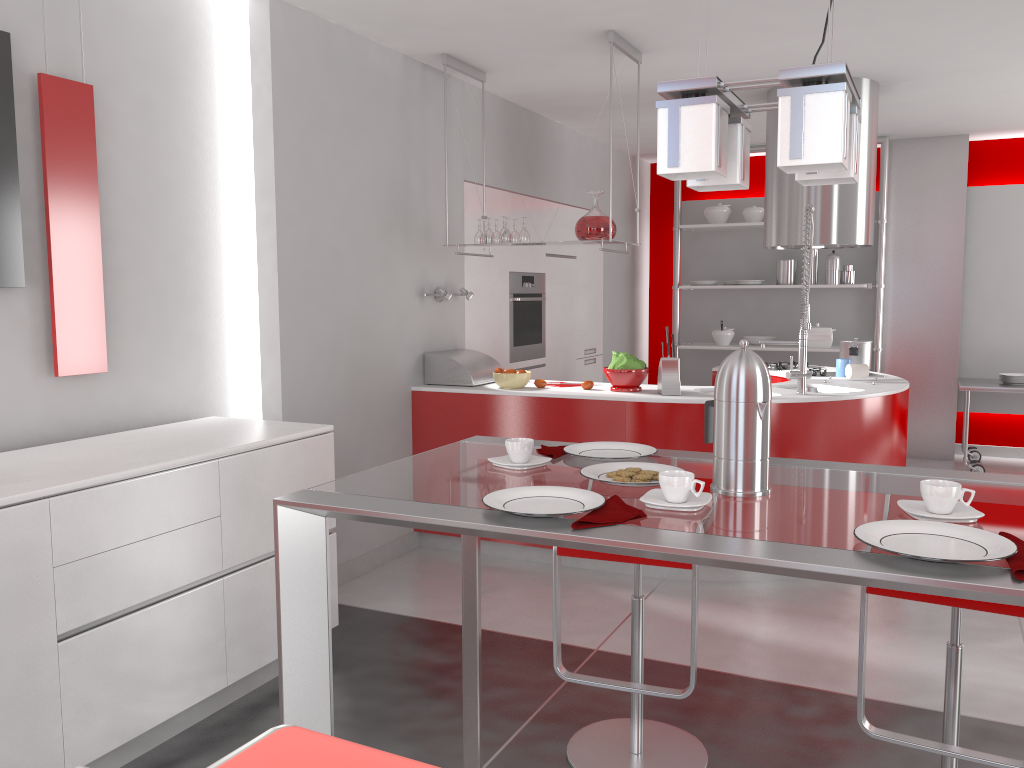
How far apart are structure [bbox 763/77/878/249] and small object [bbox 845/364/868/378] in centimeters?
81cm

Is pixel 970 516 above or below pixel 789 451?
above

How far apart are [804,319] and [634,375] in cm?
85

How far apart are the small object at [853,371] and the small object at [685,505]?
3.6 meters

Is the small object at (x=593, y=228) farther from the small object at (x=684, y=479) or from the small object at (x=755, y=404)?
the small object at (x=684, y=479)

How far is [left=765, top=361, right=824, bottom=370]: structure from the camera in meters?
5.6 m

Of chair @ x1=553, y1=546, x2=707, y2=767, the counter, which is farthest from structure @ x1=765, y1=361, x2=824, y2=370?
chair @ x1=553, y1=546, x2=707, y2=767

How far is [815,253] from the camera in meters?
7.2

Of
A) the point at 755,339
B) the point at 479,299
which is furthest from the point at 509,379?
the point at 755,339

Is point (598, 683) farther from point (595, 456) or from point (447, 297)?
point (447, 297)
